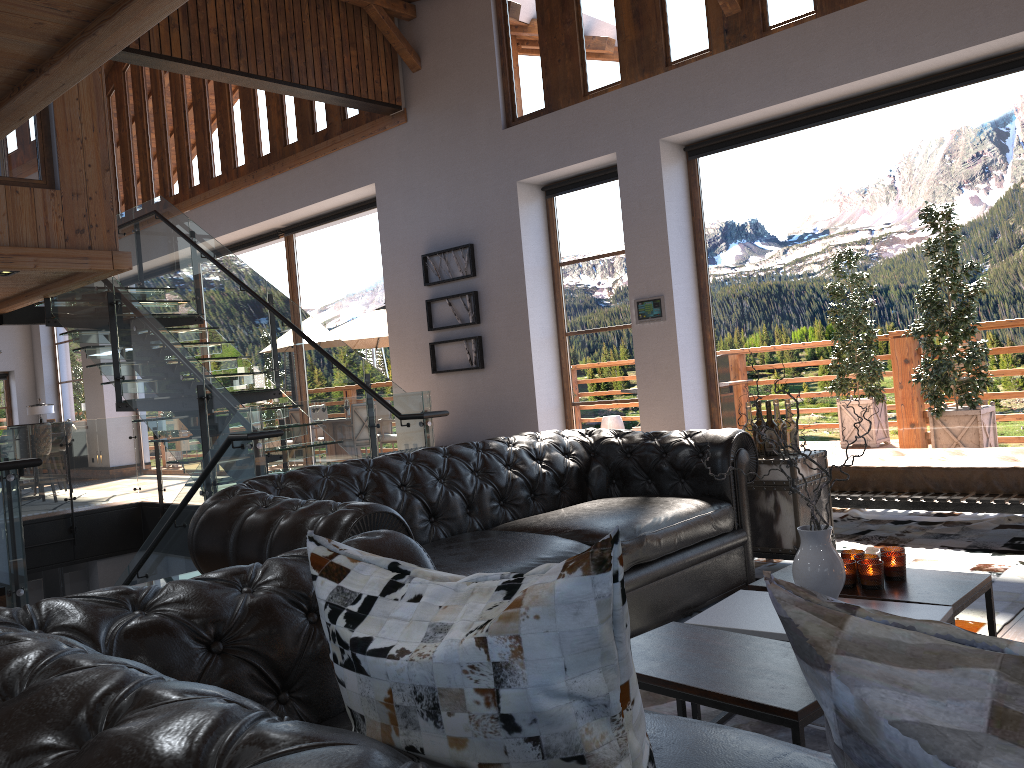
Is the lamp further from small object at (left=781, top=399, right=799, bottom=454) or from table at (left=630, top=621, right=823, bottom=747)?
table at (left=630, top=621, right=823, bottom=747)

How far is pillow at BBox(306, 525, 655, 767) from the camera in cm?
87

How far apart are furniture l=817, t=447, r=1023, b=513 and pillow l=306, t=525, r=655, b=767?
4.4m

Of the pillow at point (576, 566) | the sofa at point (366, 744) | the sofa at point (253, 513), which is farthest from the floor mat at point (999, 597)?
the pillow at point (576, 566)

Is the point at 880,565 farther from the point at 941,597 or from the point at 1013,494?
the point at 1013,494

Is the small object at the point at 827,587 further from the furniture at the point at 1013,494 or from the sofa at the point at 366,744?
the furniture at the point at 1013,494

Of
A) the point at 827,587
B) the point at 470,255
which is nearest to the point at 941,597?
the point at 827,587

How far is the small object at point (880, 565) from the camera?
2.8m

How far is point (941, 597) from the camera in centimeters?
262cm

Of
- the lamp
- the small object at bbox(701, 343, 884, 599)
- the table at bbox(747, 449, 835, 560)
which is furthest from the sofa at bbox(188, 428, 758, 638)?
the lamp
